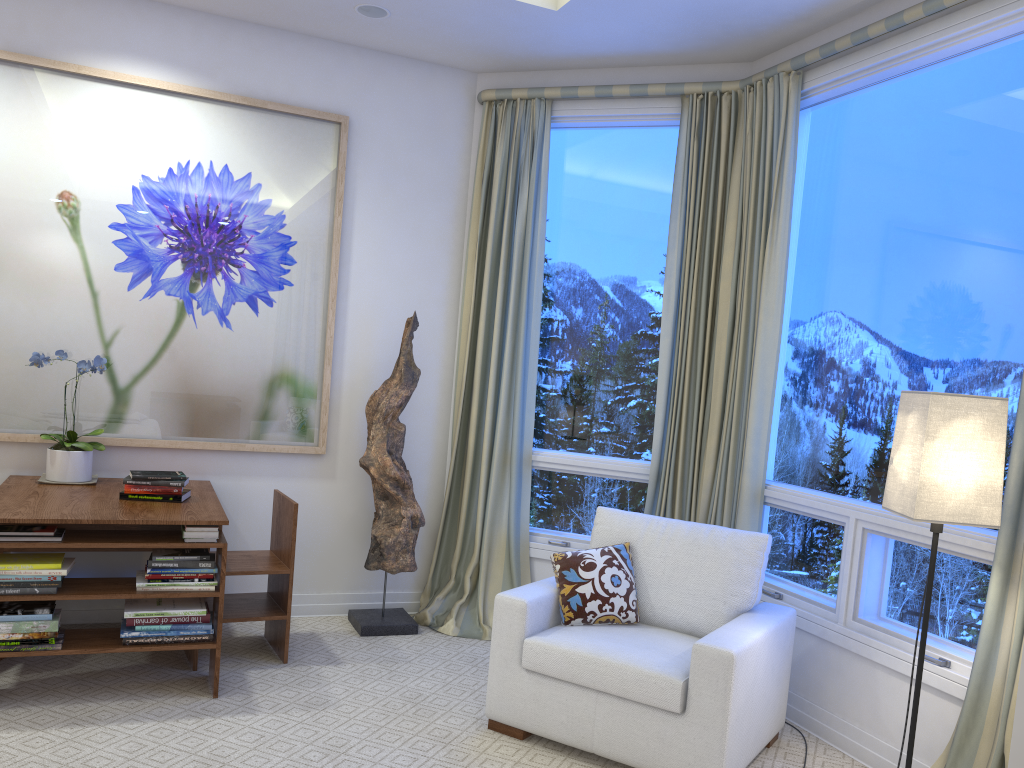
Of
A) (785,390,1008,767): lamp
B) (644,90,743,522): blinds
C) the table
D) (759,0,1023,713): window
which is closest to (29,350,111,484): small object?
the table

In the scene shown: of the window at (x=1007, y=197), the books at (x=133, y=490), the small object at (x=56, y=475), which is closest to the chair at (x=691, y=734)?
the window at (x=1007, y=197)

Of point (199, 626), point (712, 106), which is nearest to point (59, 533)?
point (199, 626)

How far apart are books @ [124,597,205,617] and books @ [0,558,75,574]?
0.2 meters

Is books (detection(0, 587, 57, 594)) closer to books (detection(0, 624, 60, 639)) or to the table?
the table

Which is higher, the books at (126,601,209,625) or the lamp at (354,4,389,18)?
the lamp at (354,4,389,18)

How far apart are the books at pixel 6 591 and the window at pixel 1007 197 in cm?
250

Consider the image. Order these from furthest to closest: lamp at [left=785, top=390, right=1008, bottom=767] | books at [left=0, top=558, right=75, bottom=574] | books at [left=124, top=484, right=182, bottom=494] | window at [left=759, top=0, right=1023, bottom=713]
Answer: books at [left=124, top=484, right=182, bottom=494] → books at [left=0, top=558, right=75, bottom=574] → window at [left=759, top=0, right=1023, bottom=713] → lamp at [left=785, top=390, right=1008, bottom=767]

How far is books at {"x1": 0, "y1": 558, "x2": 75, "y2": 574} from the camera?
2.7m

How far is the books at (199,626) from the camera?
2.9 meters
